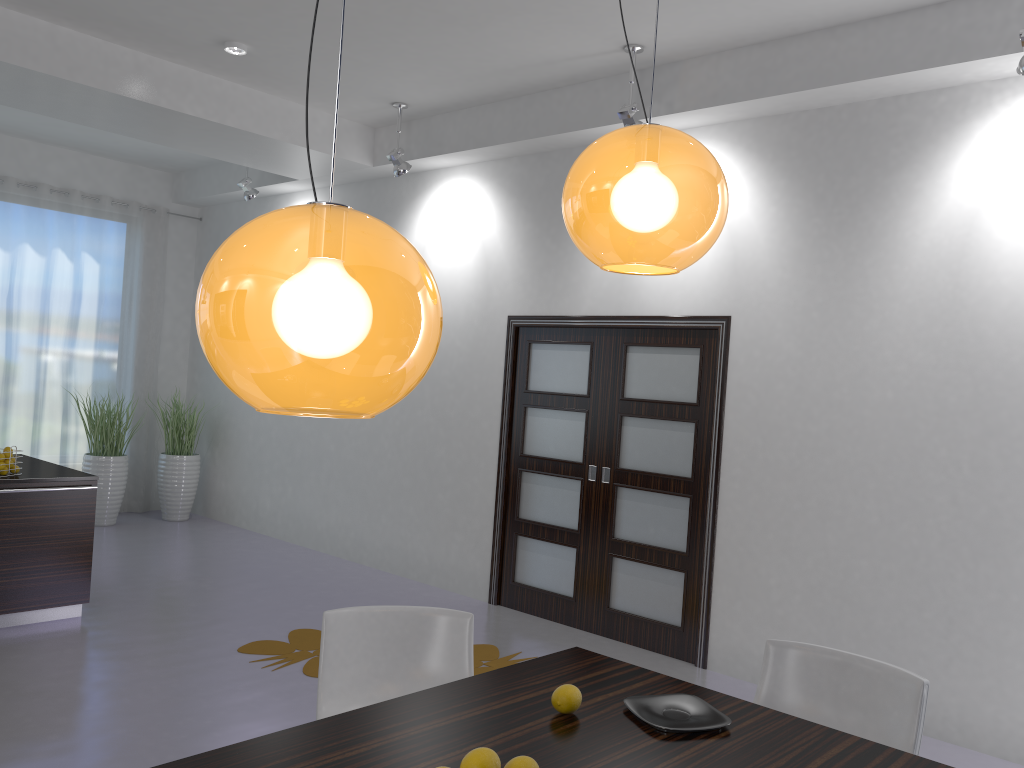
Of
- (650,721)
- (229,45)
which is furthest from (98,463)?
(650,721)

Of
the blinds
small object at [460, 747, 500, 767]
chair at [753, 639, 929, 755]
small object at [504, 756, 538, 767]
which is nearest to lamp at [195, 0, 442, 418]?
small object at [460, 747, 500, 767]

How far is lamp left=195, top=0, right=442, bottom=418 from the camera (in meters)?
1.15

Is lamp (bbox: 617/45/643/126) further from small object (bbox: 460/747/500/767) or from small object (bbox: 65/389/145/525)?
small object (bbox: 65/389/145/525)

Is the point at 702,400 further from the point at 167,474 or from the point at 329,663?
the point at 167,474

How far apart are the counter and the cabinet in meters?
0.0 m

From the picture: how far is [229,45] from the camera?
5.3m

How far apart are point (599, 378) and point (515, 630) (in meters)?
1.71

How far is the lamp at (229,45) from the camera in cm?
→ 528

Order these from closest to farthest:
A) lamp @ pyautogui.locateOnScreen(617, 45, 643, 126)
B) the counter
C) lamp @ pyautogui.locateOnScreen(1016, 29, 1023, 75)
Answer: lamp @ pyautogui.locateOnScreen(1016, 29, 1023, 75), lamp @ pyautogui.locateOnScreen(617, 45, 643, 126), the counter
